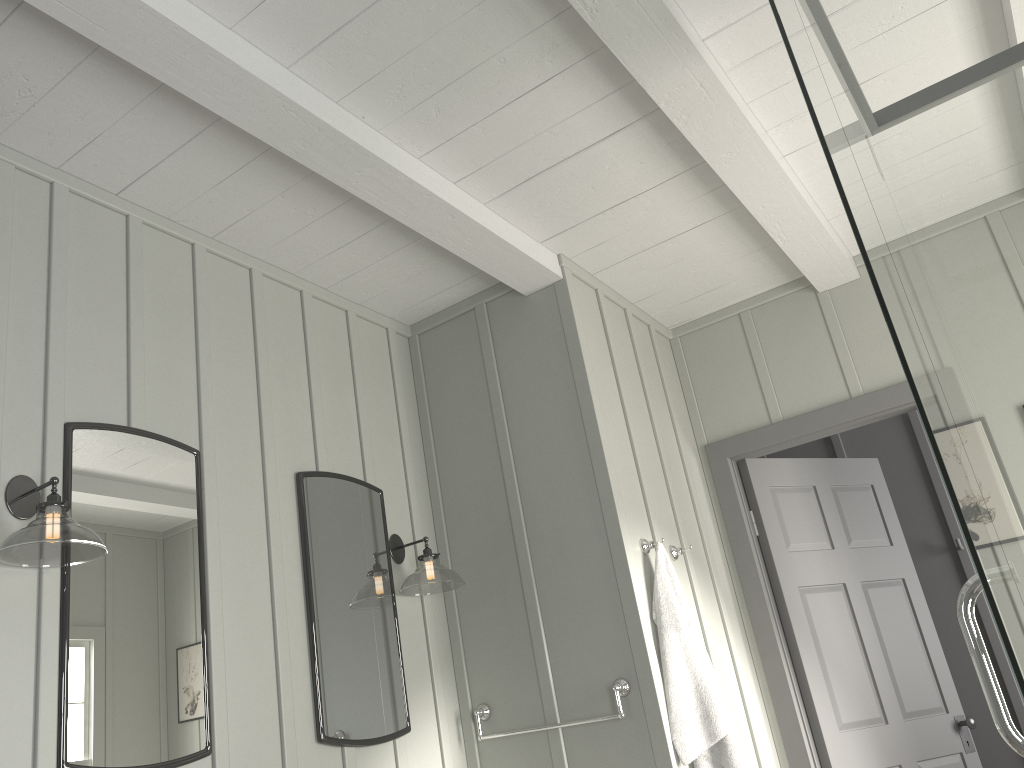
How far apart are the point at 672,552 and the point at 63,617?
2.07m

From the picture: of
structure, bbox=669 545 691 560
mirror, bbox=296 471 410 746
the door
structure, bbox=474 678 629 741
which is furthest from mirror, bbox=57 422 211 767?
the door

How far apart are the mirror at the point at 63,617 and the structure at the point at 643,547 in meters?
1.5

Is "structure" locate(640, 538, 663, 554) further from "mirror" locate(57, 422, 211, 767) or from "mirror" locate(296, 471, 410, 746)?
"mirror" locate(57, 422, 211, 767)

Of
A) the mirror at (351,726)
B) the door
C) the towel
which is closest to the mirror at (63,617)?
the mirror at (351,726)

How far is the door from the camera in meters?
3.6 m

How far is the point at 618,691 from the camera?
2.8 meters

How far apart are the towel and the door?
0.8m

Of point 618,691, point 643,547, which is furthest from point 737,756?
point 643,547

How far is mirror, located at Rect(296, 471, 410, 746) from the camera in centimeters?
266cm
